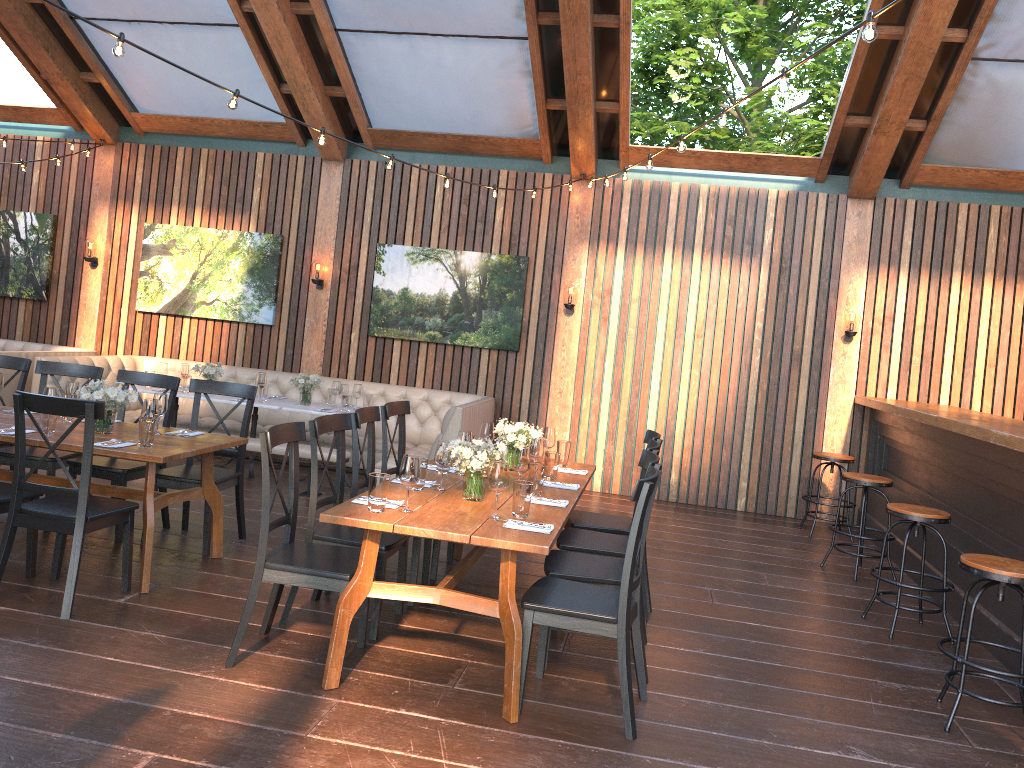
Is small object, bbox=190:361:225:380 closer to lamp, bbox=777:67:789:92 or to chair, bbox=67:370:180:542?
chair, bbox=67:370:180:542

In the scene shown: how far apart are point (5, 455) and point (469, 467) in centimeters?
335cm

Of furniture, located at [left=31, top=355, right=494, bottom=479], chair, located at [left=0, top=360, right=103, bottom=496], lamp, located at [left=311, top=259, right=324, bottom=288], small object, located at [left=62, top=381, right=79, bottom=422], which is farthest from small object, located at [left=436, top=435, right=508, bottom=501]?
lamp, located at [left=311, top=259, right=324, bottom=288]

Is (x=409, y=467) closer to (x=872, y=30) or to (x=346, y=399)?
(x=872, y=30)

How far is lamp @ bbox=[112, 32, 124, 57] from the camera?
4.1m

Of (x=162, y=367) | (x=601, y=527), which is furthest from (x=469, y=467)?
(x=162, y=367)

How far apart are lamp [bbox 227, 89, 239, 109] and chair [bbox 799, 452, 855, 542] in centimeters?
578cm

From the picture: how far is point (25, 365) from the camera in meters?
6.1

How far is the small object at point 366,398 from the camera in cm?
825

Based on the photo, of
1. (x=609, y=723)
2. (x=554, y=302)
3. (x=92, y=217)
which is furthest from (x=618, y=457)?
(x=92, y=217)
